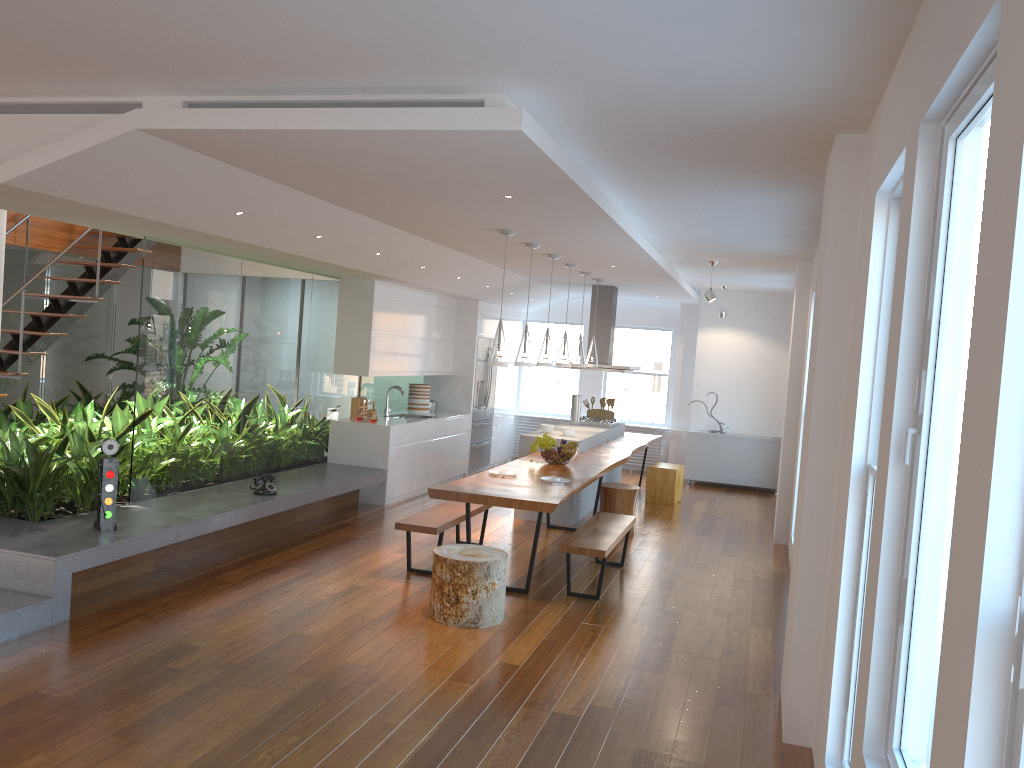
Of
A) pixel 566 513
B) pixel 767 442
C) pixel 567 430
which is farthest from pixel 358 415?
pixel 767 442

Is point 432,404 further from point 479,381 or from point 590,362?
point 590,362

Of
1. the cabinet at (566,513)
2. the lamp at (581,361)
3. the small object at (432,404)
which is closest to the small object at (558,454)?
the cabinet at (566,513)

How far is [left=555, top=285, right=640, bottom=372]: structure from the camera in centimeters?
1072cm

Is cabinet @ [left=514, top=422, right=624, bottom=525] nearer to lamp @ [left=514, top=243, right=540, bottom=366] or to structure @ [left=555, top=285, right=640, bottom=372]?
structure @ [left=555, top=285, right=640, bottom=372]

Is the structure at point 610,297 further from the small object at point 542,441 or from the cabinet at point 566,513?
the small object at point 542,441

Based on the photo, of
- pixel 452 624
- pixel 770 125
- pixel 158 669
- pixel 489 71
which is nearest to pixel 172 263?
pixel 158 669

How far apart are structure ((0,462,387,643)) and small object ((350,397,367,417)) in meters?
0.9 m

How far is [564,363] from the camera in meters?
8.5 m

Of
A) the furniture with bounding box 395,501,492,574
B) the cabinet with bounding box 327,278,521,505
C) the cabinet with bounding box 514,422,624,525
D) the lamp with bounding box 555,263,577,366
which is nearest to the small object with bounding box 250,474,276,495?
the furniture with bounding box 395,501,492,574
